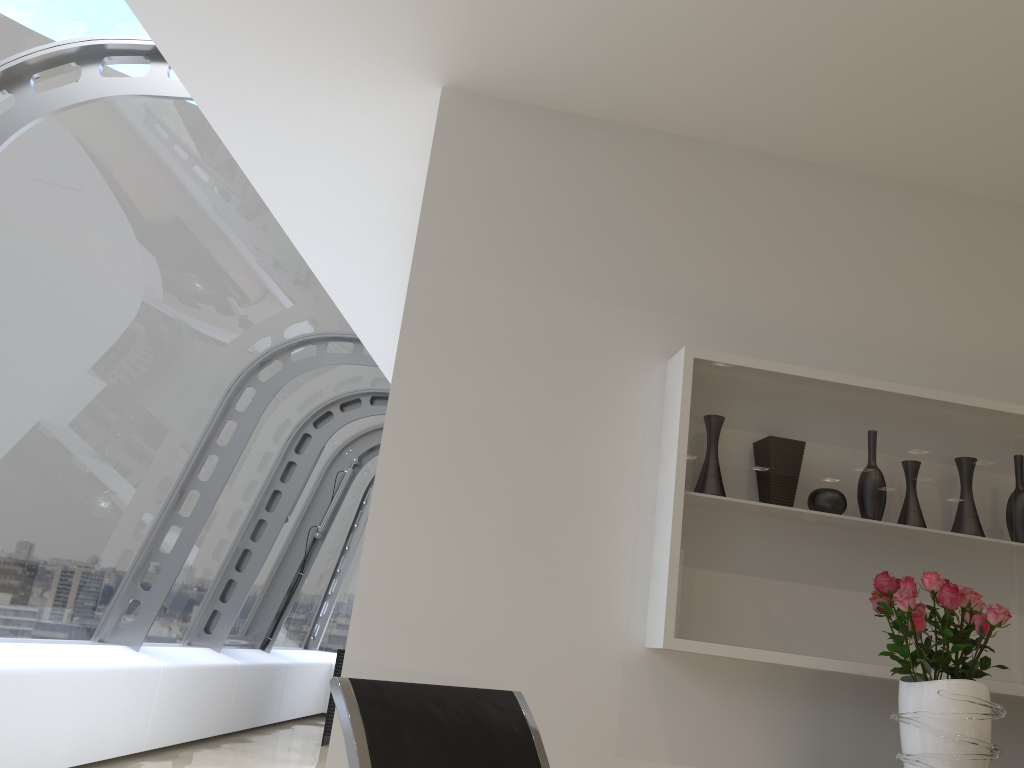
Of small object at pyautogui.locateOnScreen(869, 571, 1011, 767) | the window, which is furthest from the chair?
the window

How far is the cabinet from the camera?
8.14m

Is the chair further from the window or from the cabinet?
the cabinet

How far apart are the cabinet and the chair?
6.43m

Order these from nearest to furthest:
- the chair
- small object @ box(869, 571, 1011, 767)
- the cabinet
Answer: the chair, small object @ box(869, 571, 1011, 767), the cabinet

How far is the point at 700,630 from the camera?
2.6m

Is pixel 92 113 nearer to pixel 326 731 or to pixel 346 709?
pixel 346 709

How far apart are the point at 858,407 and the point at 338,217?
2.5 meters

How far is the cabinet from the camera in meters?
8.1 m

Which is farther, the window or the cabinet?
the cabinet
